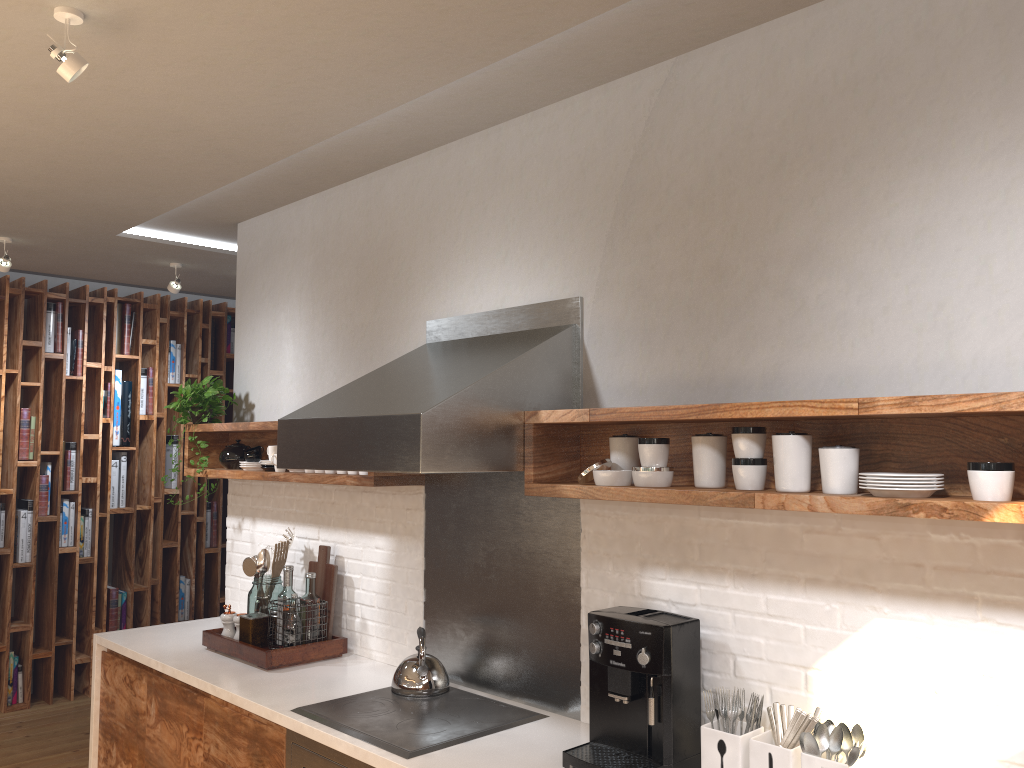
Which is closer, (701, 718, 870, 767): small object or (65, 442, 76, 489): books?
(701, 718, 870, 767): small object

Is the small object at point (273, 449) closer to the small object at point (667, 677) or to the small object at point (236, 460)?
the small object at point (236, 460)

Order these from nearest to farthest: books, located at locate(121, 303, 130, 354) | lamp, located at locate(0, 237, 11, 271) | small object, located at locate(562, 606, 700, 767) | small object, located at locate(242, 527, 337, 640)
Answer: Answer: small object, located at locate(562, 606, 700, 767), small object, located at locate(242, 527, 337, 640), lamp, located at locate(0, 237, 11, 271), books, located at locate(121, 303, 130, 354)

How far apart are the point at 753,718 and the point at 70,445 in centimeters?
507cm

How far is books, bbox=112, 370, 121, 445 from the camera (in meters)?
5.99

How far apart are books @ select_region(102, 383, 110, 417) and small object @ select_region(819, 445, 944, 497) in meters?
5.2 m

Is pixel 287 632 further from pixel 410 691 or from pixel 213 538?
pixel 213 538

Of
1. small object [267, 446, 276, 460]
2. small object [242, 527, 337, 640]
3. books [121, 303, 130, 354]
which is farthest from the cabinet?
books [121, 303, 130, 354]

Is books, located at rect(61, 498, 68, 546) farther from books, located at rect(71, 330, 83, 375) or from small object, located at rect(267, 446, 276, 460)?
small object, located at rect(267, 446, 276, 460)

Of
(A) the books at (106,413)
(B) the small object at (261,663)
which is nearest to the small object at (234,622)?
(B) the small object at (261,663)
